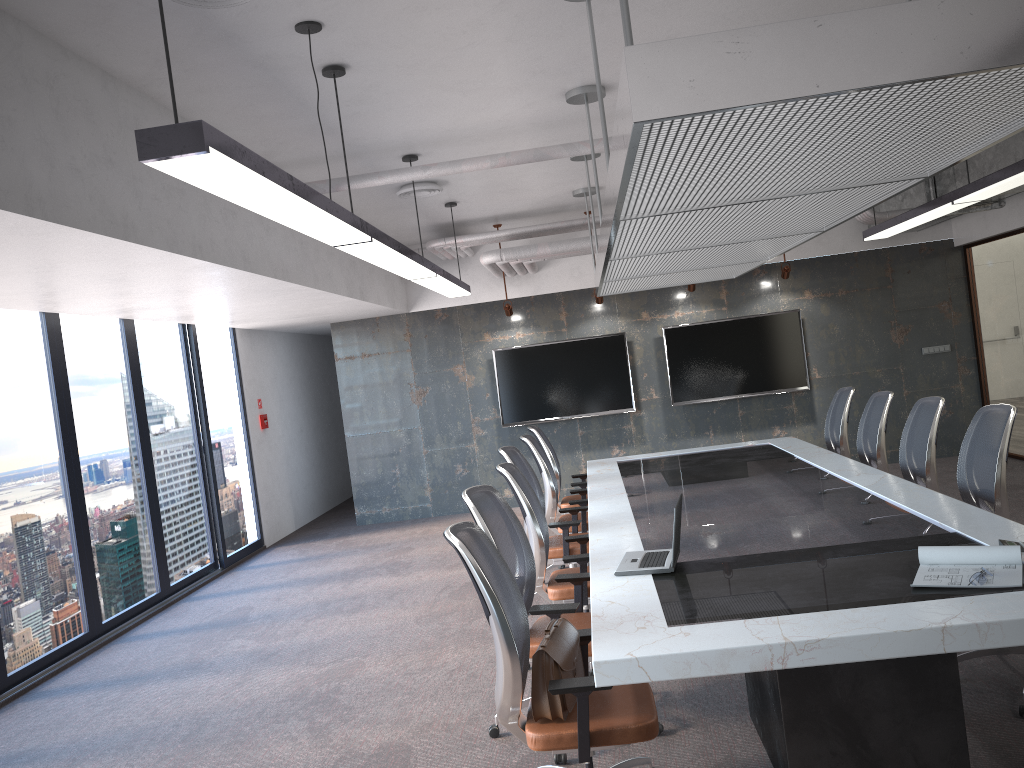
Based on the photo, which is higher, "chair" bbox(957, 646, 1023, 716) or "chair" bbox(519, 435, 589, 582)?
"chair" bbox(519, 435, 589, 582)

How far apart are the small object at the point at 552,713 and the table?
0.1m

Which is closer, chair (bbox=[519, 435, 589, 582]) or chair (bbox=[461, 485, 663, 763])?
chair (bbox=[461, 485, 663, 763])

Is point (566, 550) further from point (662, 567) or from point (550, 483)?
point (662, 567)

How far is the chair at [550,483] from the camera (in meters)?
6.79

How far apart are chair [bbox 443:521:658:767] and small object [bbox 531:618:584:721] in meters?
0.0

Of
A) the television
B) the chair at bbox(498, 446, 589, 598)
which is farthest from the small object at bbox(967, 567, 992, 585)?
the television

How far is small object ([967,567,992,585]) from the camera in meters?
3.1 m

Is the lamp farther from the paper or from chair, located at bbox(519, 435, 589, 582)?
the paper

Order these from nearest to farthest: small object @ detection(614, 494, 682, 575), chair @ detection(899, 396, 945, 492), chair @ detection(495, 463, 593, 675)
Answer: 1. small object @ detection(614, 494, 682, 575)
2. chair @ detection(495, 463, 593, 675)
3. chair @ detection(899, 396, 945, 492)
